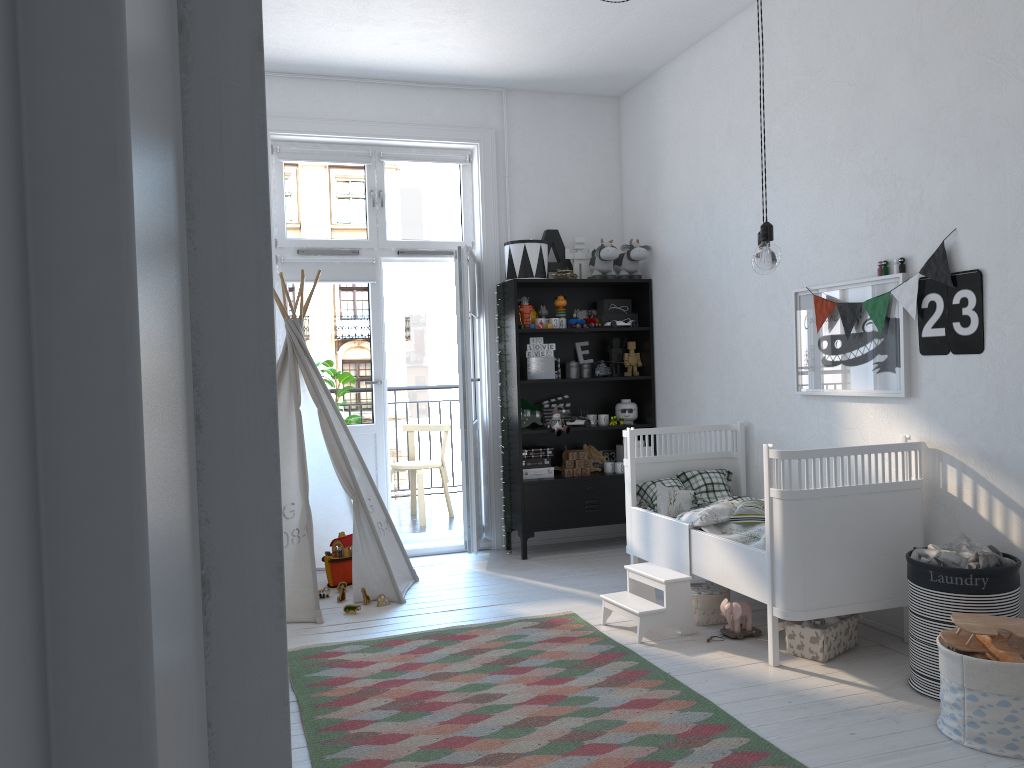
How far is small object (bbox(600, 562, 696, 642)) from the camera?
3.7 meters

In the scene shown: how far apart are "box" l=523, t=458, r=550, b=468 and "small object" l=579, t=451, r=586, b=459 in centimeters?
23cm

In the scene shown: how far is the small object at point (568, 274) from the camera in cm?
541

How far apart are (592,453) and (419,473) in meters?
1.4

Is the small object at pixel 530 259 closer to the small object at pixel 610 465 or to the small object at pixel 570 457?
the small object at pixel 570 457

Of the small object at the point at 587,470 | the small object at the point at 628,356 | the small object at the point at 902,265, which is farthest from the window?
the small object at the point at 902,265

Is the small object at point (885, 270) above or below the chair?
above

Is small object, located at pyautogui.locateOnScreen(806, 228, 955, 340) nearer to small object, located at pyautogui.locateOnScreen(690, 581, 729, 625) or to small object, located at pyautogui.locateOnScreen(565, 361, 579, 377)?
small object, located at pyautogui.locateOnScreen(690, 581, 729, 625)

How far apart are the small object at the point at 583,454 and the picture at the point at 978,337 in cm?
257

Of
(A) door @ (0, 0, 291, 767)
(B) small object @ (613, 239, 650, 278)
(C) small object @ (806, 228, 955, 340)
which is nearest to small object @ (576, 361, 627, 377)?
(B) small object @ (613, 239, 650, 278)
